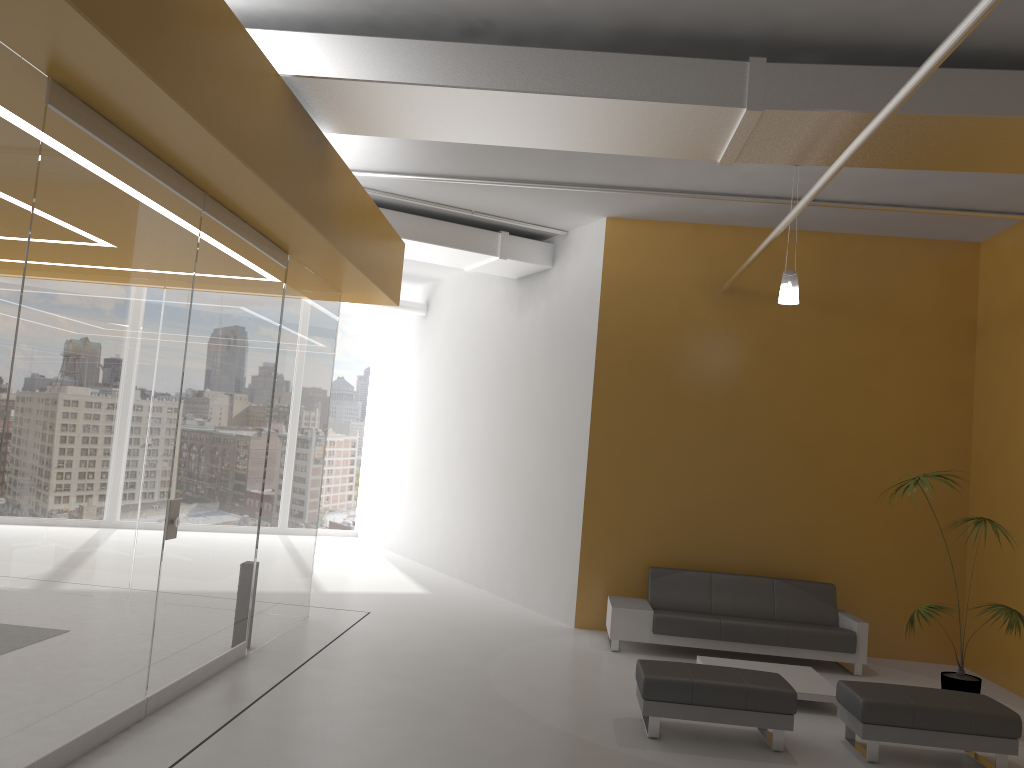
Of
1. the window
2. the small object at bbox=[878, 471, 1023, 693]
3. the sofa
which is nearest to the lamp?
the small object at bbox=[878, 471, 1023, 693]

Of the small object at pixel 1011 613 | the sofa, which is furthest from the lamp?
the sofa

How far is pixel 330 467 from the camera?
16.55m

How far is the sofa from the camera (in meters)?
8.31

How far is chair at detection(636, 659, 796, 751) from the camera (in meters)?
5.79

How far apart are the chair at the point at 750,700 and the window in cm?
1103

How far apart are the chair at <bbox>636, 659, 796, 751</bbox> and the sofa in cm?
210

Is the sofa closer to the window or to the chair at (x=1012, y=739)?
the chair at (x=1012, y=739)

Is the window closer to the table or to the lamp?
the table

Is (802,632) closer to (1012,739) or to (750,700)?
(1012,739)
